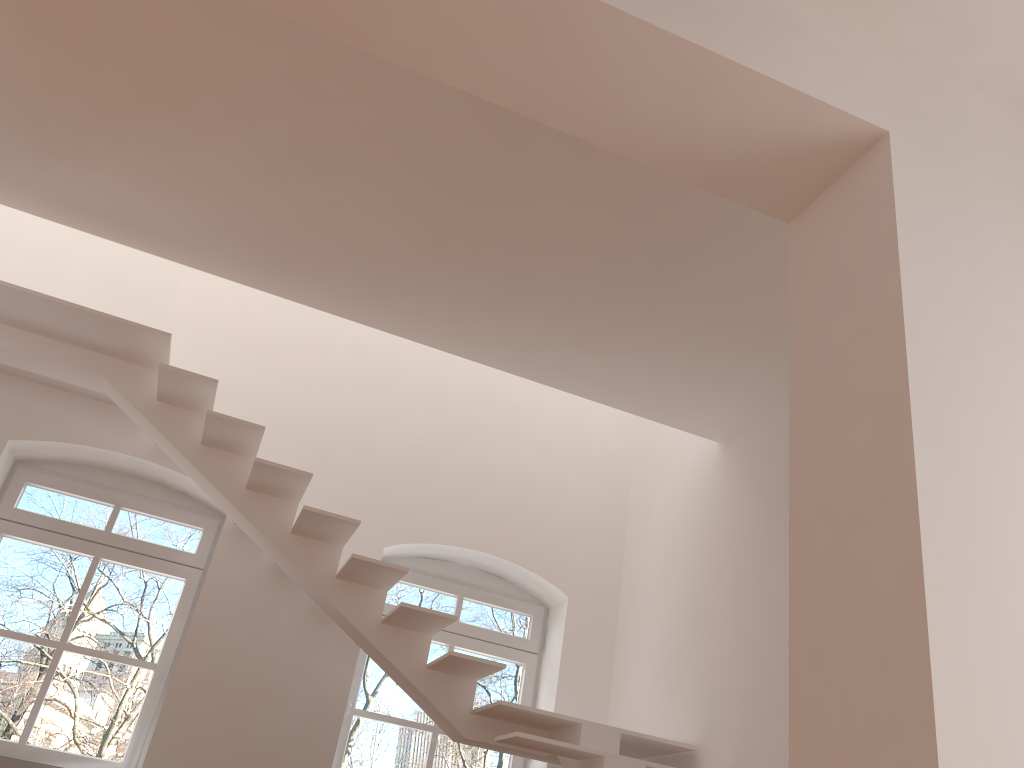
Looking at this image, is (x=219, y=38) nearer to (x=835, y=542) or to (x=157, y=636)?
(x=835, y=542)

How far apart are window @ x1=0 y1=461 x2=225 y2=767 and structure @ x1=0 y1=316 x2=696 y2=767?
0.8m

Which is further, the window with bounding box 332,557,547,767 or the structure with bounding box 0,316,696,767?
the window with bounding box 332,557,547,767

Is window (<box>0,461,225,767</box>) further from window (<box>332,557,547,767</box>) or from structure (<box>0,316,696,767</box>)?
window (<box>332,557,547,767</box>)

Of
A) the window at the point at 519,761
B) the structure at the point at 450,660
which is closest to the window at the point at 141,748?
the structure at the point at 450,660

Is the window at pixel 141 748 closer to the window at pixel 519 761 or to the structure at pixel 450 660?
the structure at pixel 450 660

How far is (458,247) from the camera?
4.2m

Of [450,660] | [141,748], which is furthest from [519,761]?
[141,748]

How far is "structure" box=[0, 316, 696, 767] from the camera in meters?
4.5

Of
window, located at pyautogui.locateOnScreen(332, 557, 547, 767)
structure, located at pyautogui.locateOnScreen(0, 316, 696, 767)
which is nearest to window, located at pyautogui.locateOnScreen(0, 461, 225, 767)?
structure, located at pyautogui.locateOnScreen(0, 316, 696, 767)
